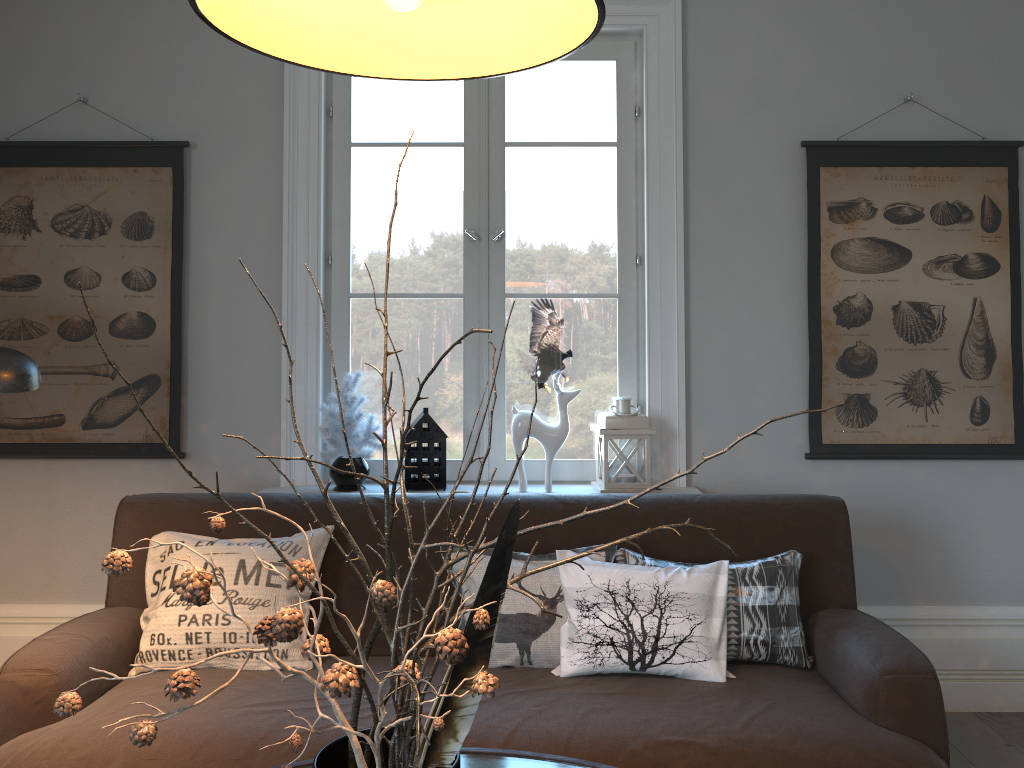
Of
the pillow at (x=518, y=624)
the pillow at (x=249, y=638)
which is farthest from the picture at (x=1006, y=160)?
the pillow at (x=249, y=638)

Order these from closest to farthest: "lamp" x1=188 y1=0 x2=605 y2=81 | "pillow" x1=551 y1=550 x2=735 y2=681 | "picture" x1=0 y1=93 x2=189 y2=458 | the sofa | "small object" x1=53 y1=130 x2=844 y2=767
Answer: "small object" x1=53 y1=130 x2=844 y2=767, "lamp" x1=188 y1=0 x2=605 y2=81, the sofa, "pillow" x1=551 y1=550 x2=735 y2=681, "picture" x1=0 y1=93 x2=189 y2=458

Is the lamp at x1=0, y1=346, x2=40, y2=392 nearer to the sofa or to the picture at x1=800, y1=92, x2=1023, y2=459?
the sofa

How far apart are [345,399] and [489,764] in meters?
1.6

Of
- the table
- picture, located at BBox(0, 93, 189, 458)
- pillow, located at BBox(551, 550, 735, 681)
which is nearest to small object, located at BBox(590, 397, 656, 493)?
pillow, located at BBox(551, 550, 735, 681)

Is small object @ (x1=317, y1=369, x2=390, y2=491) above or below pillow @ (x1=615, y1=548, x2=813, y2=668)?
above

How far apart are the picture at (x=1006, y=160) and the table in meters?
1.8

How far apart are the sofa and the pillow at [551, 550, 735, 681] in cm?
2

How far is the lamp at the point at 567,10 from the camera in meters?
1.1 m

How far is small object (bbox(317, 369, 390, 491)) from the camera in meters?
3.0
